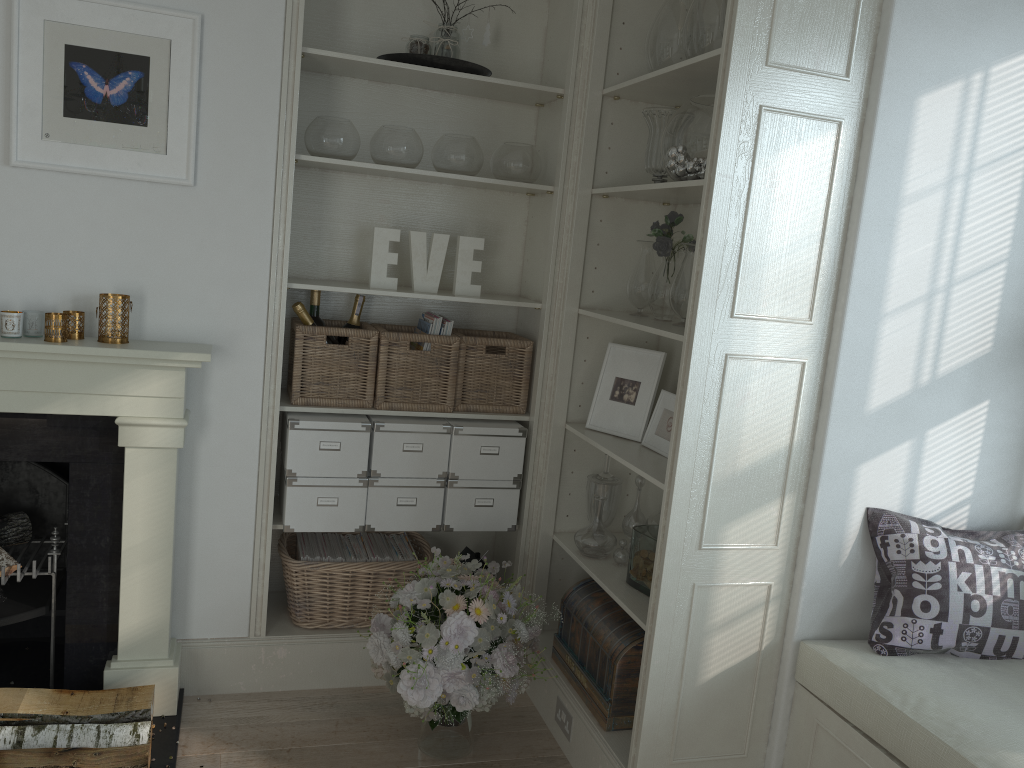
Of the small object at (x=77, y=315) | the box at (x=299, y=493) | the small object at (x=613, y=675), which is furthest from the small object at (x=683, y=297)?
the small object at (x=77, y=315)

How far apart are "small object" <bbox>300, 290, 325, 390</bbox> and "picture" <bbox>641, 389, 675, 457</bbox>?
1.2m

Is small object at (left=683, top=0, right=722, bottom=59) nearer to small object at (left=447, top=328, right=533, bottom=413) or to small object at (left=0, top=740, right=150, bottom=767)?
small object at (left=447, top=328, right=533, bottom=413)

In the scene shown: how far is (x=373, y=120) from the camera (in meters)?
3.18

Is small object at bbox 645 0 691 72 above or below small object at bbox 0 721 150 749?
above

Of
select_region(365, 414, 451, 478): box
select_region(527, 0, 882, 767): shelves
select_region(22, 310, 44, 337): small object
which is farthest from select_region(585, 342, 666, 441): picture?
select_region(22, 310, 44, 337): small object

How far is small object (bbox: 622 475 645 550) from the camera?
3.06m

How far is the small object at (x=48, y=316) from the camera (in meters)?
2.48

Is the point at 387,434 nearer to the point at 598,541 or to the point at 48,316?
the point at 598,541

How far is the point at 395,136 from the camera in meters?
2.9 m
